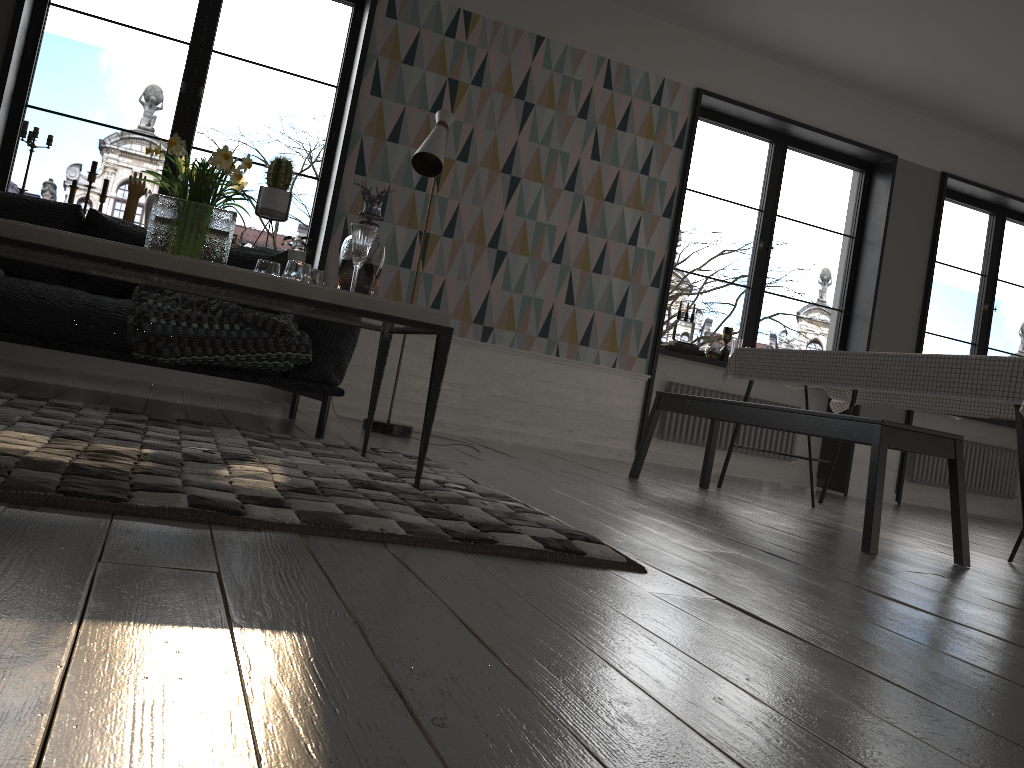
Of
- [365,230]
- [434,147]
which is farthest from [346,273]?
[434,147]

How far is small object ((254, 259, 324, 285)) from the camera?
2.6m

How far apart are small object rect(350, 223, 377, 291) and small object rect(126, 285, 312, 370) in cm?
89

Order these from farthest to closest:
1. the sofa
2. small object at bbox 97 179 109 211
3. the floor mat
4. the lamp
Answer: small object at bbox 97 179 109 211, the lamp, the sofa, the floor mat

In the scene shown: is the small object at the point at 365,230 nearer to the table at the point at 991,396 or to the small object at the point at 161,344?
the small object at the point at 161,344

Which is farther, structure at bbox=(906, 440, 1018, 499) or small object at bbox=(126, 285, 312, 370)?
structure at bbox=(906, 440, 1018, 499)

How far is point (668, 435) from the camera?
6.3 meters

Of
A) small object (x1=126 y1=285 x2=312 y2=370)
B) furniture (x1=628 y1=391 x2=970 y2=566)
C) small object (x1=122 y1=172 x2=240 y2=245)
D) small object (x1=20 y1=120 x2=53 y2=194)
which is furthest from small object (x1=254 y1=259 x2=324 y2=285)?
small object (x1=20 y1=120 x2=53 y2=194)

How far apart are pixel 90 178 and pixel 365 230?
2.9m

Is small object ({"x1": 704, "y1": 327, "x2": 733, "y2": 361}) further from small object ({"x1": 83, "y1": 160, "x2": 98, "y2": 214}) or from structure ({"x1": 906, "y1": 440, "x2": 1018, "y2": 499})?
small object ({"x1": 83, "y1": 160, "x2": 98, "y2": 214})
